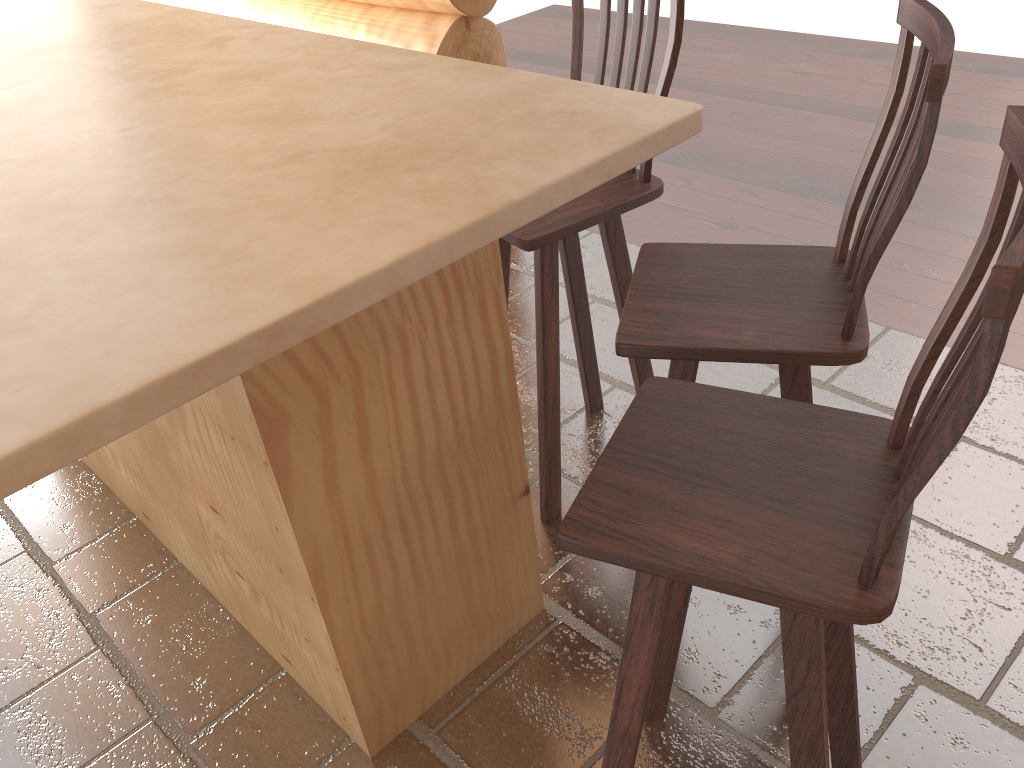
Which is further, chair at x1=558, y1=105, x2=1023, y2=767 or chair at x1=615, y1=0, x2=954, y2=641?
chair at x1=615, y1=0, x2=954, y2=641

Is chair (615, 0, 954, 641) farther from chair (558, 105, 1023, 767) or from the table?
the table

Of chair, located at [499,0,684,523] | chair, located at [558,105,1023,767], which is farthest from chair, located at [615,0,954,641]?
chair, located at [499,0,684,523]

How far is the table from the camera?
1.0 meters

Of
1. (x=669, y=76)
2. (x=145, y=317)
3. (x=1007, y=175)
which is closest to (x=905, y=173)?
(x=1007, y=175)

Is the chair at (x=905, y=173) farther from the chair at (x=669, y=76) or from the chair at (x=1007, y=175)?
the chair at (x=669, y=76)

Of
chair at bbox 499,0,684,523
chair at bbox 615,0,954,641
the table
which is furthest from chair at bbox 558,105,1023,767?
chair at bbox 499,0,684,523

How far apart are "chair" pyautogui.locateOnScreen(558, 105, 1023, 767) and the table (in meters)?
0.36

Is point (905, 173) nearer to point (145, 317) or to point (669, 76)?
point (669, 76)

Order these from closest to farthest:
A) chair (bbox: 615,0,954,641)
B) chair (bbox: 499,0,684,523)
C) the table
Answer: the table < chair (bbox: 615,0,954,641) < chair (bbox: 499,0,684,523)
